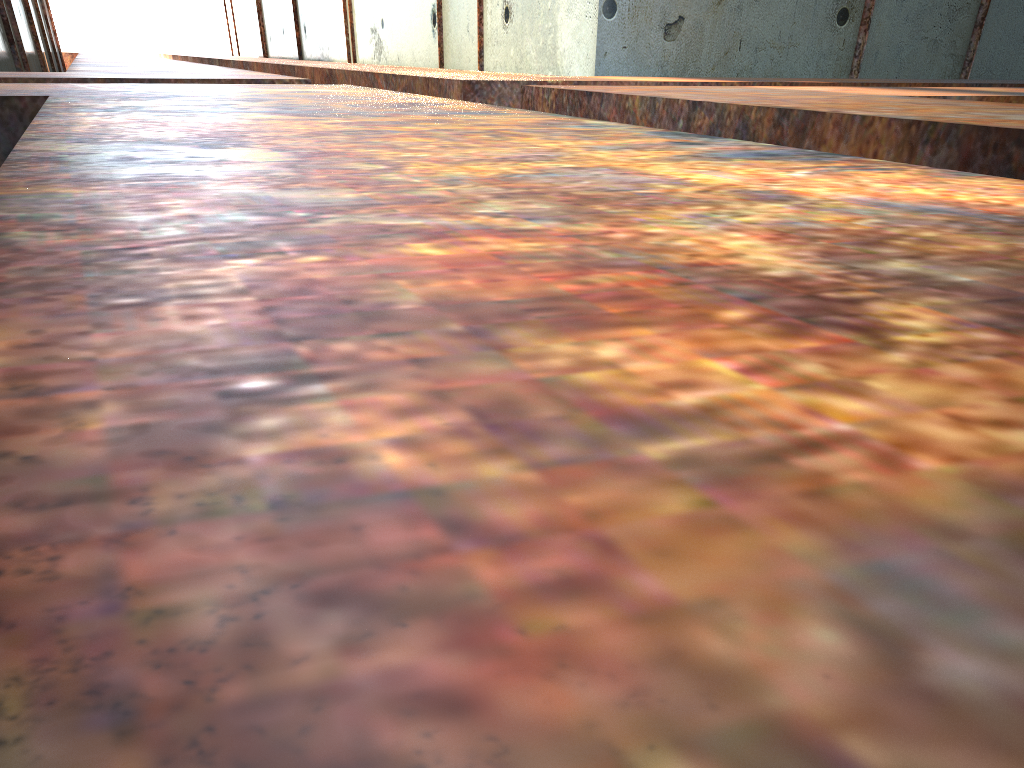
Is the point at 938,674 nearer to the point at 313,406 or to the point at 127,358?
the point at 313,406
